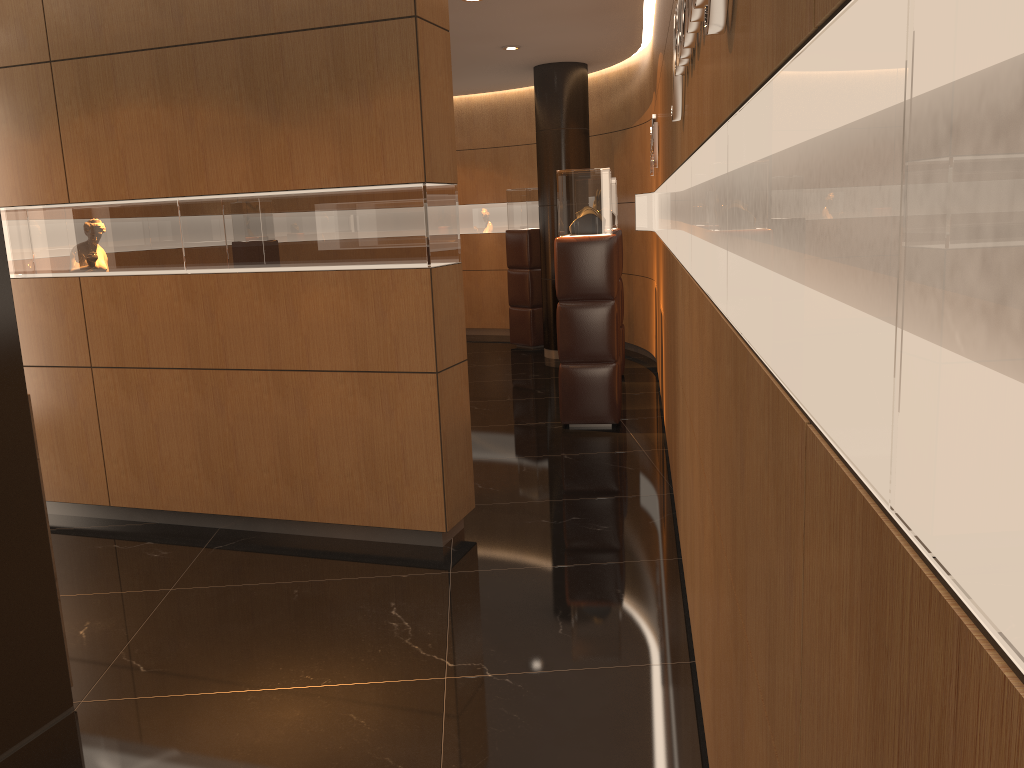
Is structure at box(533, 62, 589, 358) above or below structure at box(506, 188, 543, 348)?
above

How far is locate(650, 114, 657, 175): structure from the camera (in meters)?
6.78

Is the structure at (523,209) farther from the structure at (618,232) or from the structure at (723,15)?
the structure at (723,15)

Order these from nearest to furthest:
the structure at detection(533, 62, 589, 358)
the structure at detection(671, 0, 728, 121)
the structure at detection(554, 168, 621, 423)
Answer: the structure at detection(671, 0, 728, 121)
the structure at detection(554, 168, 621, 423)
the structure at detection(533, 62, 589, 358)

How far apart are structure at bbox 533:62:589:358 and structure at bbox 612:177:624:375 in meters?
1.5

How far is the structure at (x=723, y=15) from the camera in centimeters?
162cm

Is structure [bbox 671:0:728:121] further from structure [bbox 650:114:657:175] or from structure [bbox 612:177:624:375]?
structure [bbox 612:177:624:375]

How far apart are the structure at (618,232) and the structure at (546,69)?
1.50m

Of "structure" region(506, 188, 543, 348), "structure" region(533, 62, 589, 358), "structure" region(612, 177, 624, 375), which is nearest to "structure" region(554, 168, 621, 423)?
"structure" region(612, 177, 624, 375)

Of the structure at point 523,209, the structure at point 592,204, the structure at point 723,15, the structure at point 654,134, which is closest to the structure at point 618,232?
the structure at point 654,134
